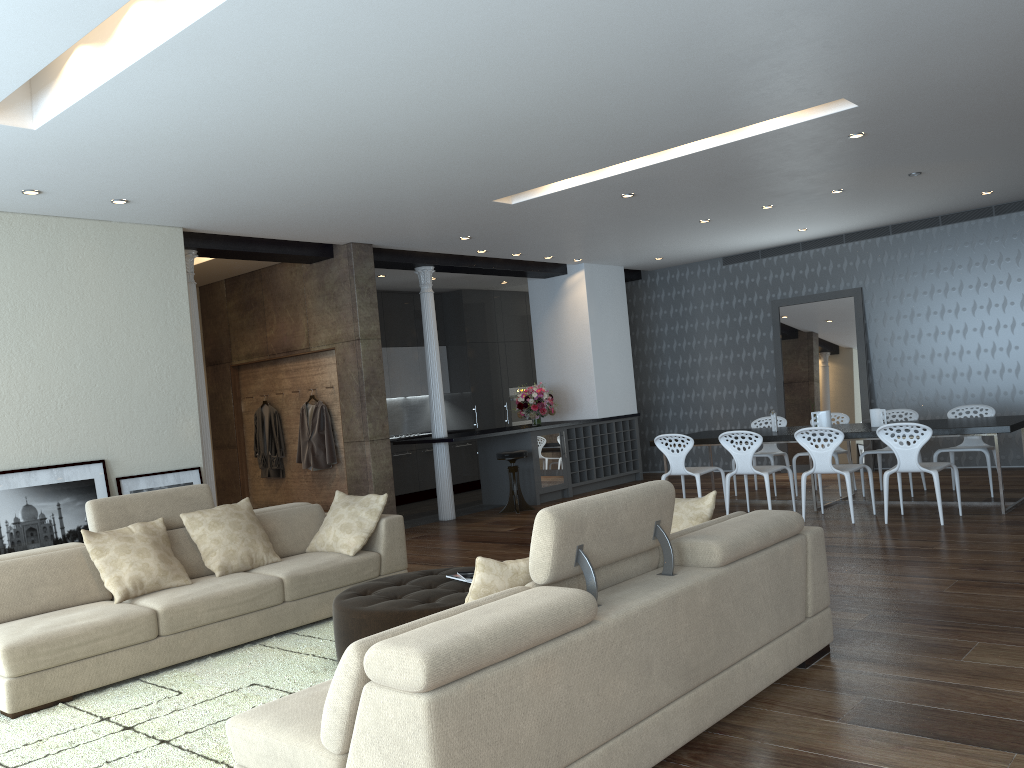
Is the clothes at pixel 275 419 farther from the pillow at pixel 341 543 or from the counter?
the pillow at pixel 341 543

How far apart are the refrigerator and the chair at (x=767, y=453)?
2.4m

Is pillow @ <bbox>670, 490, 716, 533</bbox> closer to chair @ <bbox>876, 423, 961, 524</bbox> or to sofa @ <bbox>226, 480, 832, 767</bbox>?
sofa @ <bbox>226, 480, 832, 767</bbox>

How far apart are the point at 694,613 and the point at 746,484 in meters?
5.6

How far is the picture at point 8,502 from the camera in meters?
6.2 m

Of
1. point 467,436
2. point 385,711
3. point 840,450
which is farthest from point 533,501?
point 385,711

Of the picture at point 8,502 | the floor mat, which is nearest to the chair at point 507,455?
the picture at point 8,502

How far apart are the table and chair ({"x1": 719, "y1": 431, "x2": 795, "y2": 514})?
0.3 meters

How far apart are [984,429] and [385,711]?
6.44m

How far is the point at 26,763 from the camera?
3.62m
